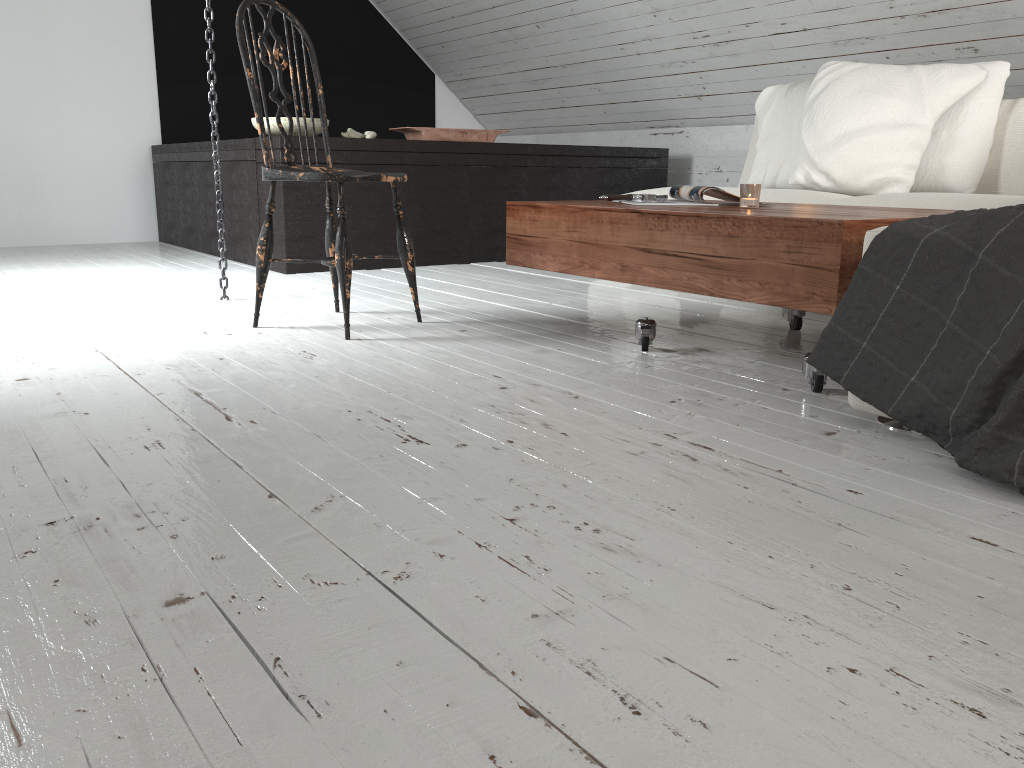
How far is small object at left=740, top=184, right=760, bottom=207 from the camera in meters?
2.1 m

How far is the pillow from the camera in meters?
3.0 m

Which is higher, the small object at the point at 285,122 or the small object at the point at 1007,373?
the small object at the point at 285,122

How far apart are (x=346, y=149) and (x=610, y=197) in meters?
1.8

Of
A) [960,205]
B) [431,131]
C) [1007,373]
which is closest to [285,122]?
[431,131]

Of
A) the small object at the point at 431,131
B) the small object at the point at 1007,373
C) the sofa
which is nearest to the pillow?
the sofa

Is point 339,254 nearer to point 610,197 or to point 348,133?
point 610,197

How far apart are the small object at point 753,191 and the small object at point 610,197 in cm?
37

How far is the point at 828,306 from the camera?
1.68m

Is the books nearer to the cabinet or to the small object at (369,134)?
the cabinet
